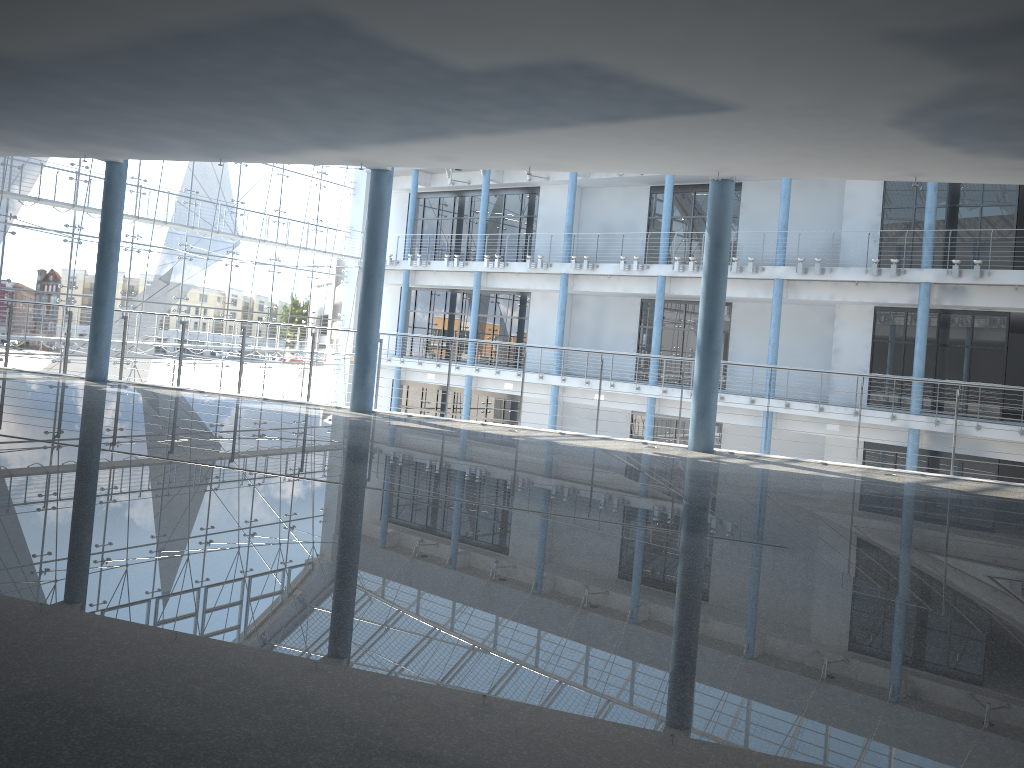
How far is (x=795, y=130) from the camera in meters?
1.0

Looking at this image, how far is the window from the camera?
3.4m

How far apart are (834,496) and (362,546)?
0.6 meters

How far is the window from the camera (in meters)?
3.39

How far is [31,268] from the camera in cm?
339
